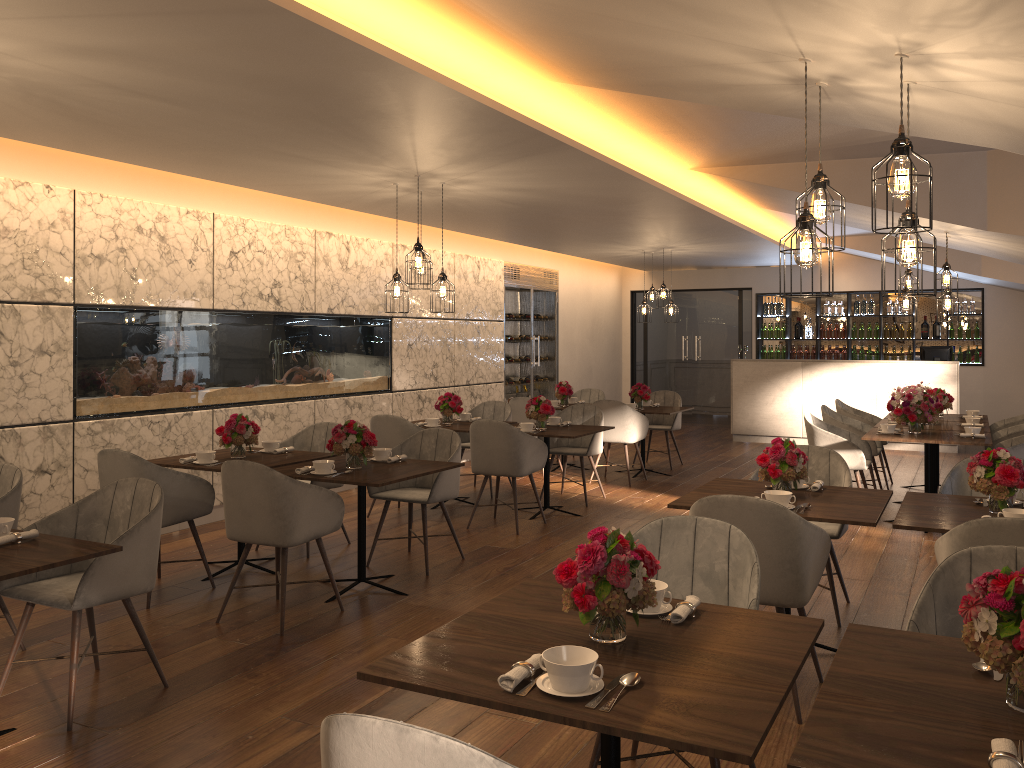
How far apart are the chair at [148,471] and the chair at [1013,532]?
3.9 meters

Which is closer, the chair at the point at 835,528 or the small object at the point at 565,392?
the chair at the point at 835,528

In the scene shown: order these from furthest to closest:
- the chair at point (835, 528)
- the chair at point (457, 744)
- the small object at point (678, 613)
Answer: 1. the chair at point (835, 528)
2. the small object at point (678, 613)
3. the chair at point (457, 744)

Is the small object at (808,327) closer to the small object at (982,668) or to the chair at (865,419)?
the chair at (865,419)

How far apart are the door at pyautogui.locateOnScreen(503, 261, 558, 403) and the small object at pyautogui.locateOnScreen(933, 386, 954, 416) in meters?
5.2

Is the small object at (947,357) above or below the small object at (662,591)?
above

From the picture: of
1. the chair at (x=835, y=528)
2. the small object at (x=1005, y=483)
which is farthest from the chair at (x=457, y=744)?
the chair at (x=835, y=528)

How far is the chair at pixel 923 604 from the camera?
2.56m

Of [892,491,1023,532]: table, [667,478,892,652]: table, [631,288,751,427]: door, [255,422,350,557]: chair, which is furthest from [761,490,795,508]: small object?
[631,288,751,427]: door

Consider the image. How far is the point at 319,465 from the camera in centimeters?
499cm
